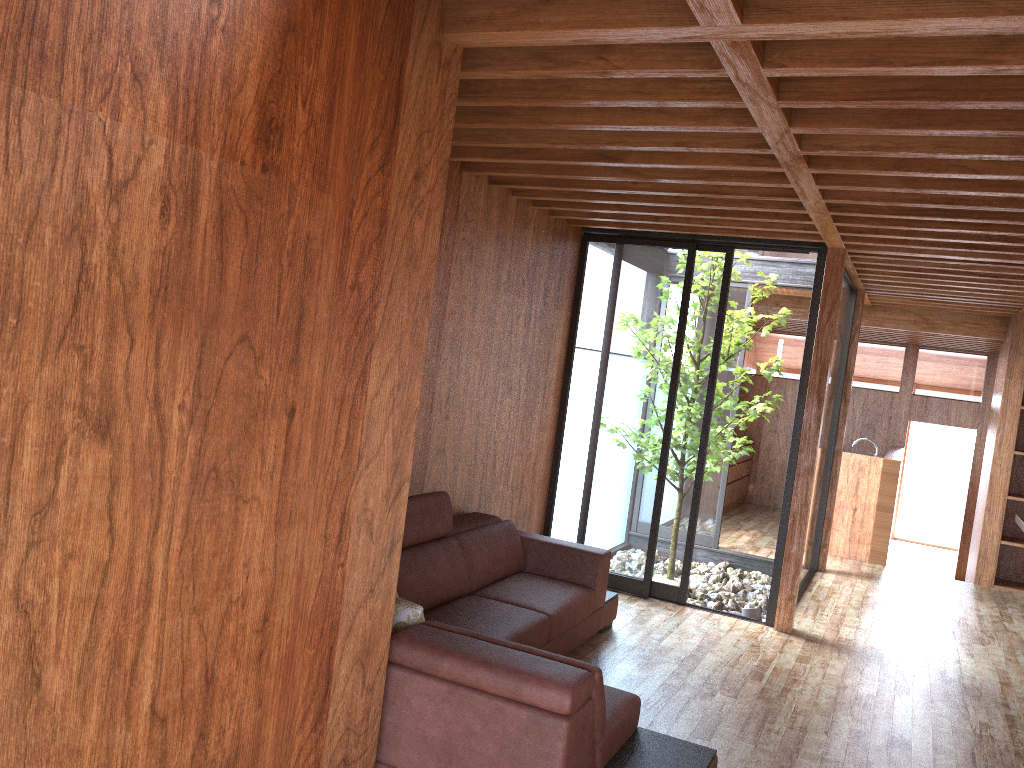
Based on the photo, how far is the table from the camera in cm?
634

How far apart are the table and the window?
1.36m

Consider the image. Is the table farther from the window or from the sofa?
the sofa

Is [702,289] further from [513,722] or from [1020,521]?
[513,722]

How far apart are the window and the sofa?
0.8m

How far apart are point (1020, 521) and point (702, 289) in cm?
301

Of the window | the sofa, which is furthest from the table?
the sofa

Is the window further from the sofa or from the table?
the table

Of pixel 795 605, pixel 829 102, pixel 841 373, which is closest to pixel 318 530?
pixel 829 102

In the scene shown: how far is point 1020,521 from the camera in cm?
635
